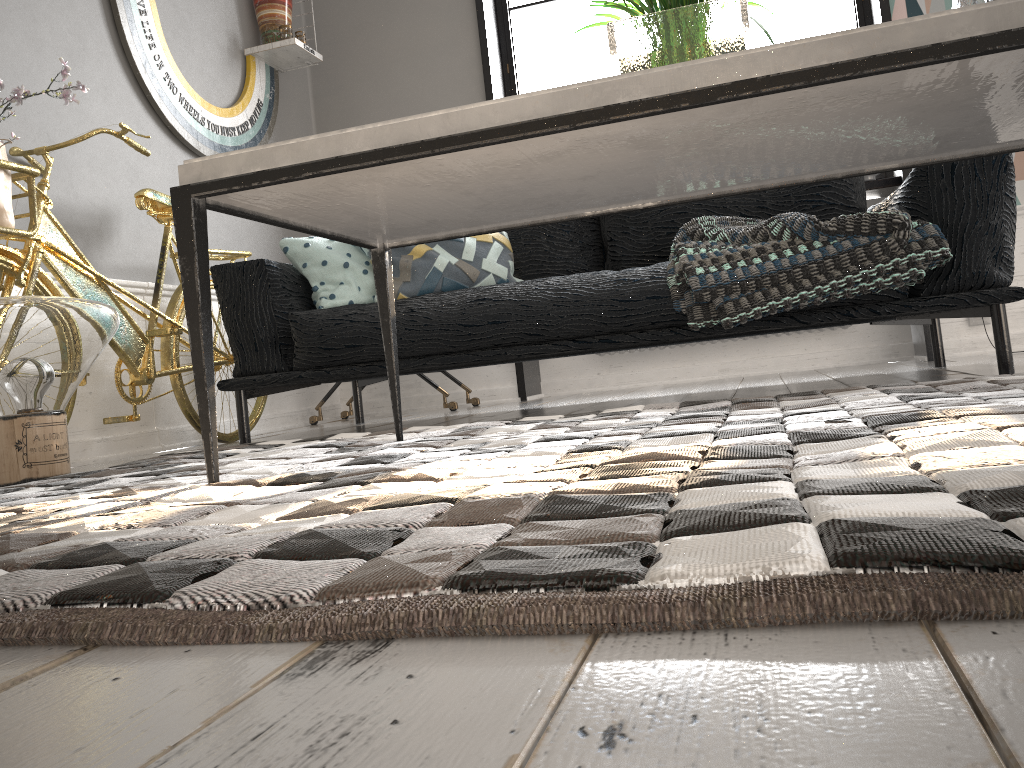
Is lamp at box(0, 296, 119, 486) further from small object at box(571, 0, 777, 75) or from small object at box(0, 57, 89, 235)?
small object at box(571, 0, 777, 75)

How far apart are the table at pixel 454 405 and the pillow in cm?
88

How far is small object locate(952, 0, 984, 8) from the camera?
1.50m

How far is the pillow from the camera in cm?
A: 277

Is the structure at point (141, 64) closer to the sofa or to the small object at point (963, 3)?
the sofa

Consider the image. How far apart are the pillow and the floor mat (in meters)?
0.58

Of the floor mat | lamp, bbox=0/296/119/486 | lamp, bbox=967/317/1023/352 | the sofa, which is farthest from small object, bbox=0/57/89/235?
lamp, bbox=967/317/1023/352

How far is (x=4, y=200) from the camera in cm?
226

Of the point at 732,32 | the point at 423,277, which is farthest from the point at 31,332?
the point at 732,32

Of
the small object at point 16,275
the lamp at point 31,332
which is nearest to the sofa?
the small object at point 16,275
